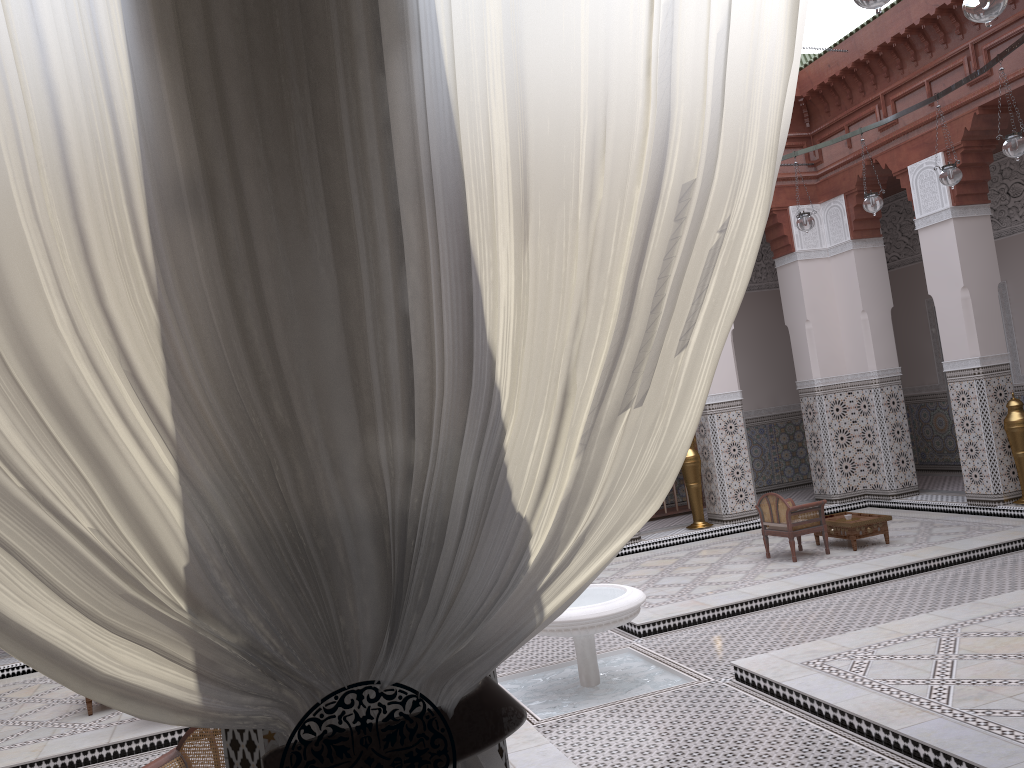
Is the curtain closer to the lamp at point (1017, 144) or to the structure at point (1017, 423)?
the lamp at point (1017, 144)

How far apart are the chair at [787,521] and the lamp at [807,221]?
1.2 meters

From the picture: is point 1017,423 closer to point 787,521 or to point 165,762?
point 787,521

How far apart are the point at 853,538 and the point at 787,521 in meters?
0.3

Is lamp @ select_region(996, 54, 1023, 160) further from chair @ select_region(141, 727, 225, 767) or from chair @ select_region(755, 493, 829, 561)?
chair @ select_region(141, 727, 225, 767)

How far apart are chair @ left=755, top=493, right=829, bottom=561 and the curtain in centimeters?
338cm

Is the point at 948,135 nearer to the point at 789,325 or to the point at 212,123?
the point at 789,325

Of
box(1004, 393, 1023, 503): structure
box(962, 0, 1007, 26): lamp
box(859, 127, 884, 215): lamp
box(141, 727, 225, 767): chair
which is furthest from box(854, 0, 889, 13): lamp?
box(1004, 393, 1023, 503): structure

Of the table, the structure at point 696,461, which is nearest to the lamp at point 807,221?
the table

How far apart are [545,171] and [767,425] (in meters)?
5.78
